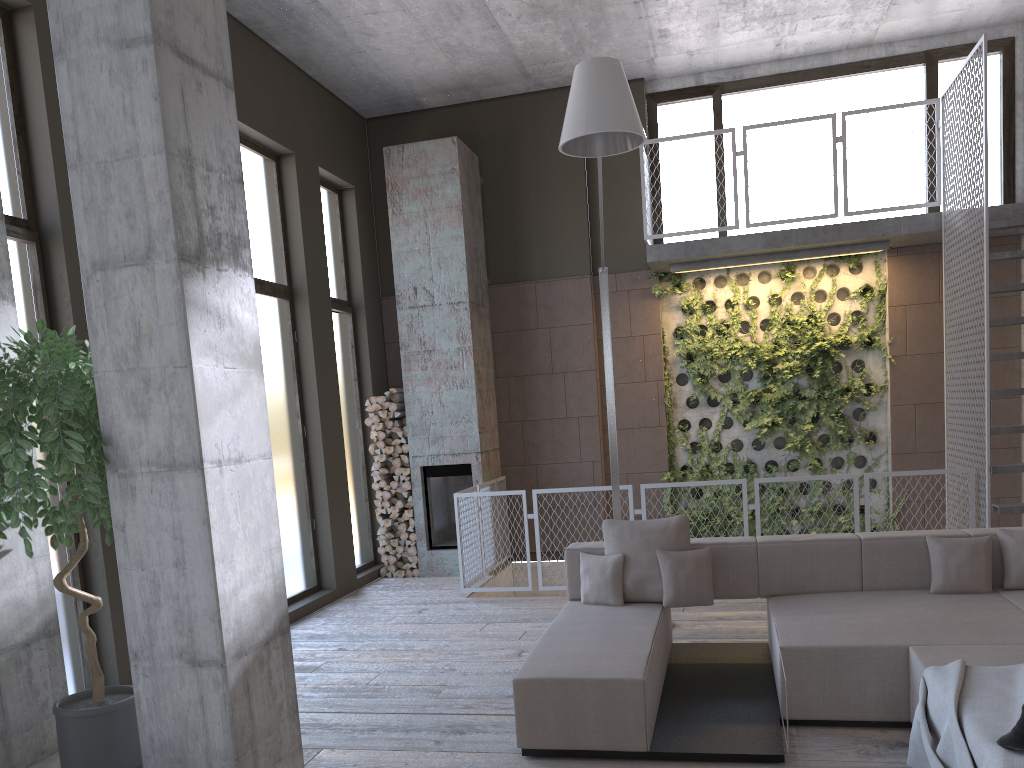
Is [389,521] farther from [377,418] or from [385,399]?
[385,399]

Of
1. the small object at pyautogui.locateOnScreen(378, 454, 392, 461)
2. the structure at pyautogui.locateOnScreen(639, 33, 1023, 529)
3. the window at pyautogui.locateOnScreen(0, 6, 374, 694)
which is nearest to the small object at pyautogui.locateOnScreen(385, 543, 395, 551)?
the window at pyautogui.locateOnScreen(0, 6, 374, 694)

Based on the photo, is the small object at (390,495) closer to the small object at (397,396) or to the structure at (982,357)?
the small object at (397,396)

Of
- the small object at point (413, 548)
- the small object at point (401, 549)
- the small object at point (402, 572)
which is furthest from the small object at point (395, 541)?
the small object at point (402, 572)

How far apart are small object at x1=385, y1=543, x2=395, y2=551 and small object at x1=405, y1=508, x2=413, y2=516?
0.4 meters

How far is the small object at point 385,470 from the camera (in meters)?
9.54

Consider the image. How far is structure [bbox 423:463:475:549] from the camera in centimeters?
943cm

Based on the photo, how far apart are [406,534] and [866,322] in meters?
5.4

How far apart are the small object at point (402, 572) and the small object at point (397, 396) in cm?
185

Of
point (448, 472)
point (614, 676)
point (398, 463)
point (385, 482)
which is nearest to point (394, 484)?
point (385, 482)
